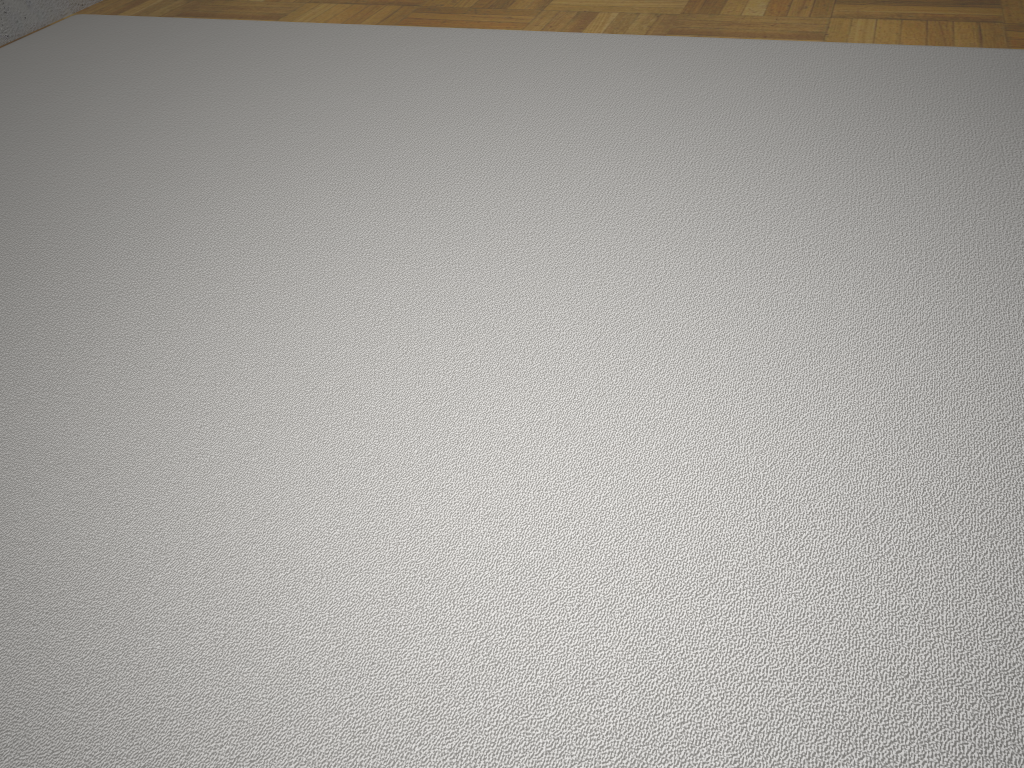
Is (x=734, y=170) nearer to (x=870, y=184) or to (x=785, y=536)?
(x=870, y=184)

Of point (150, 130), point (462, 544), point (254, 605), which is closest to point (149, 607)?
point (254, 605)
